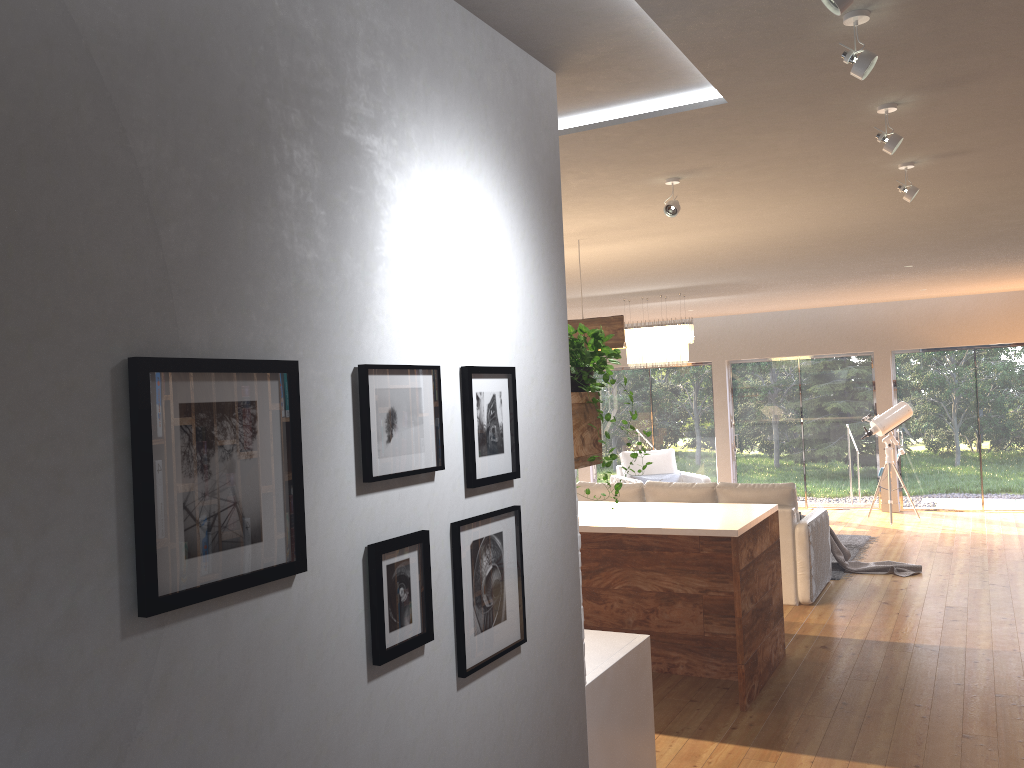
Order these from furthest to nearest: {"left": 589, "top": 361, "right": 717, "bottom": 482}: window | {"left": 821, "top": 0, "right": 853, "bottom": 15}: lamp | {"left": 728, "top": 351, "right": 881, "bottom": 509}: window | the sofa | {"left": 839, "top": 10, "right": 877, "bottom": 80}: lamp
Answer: {"left": 589, "top": 361, "right": 717, "bottom": 482}: window
{"left": 728, "top": 351, "right": 881, "bottom": 509}: window
the sofa
{"left": 839, "top": 10, "right": 877, "bottom": 80}: lamp
{"left": 821, "top": 0, "right": 853, "bottom": 15}: lamp

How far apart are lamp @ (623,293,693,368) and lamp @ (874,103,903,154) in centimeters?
587cm

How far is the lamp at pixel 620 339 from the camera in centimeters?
560cm

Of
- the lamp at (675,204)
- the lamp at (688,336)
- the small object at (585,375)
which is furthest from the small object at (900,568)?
the small object at (585,375)

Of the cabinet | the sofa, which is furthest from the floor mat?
the cabinet

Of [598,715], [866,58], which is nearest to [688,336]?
[598,715]

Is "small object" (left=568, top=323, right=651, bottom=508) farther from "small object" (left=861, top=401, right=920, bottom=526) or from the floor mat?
"small object" (left=861, top=401, right=920, bottom=526)

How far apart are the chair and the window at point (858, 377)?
1.5 meters

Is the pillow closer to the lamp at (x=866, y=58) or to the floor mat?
the floor mat

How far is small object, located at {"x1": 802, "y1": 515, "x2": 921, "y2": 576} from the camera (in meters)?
7.96
